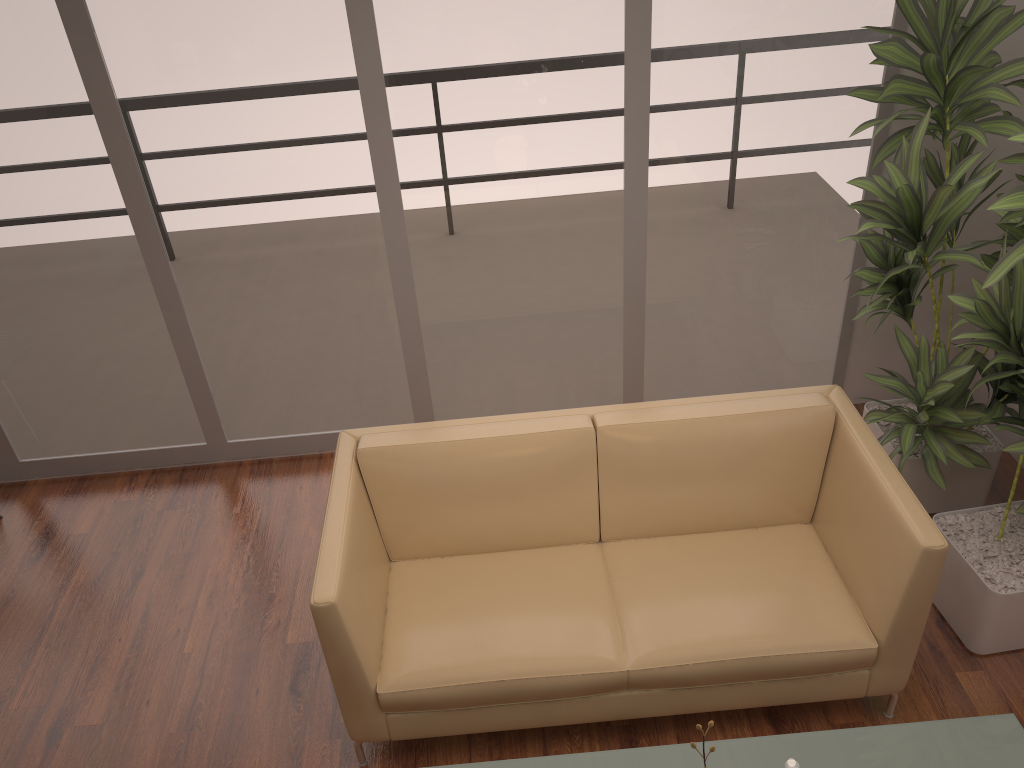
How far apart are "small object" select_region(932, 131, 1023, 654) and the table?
0.78m

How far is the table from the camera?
2.12m

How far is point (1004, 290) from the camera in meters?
2.5 m

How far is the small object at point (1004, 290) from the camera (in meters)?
2.52

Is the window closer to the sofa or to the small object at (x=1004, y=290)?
the small object at (x=1004, y=290)

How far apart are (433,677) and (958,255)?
2.2 meters

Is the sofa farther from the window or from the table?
the window

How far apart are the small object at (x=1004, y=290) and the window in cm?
83

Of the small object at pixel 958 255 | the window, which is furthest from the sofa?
the window

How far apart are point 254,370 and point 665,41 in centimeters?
230cm
